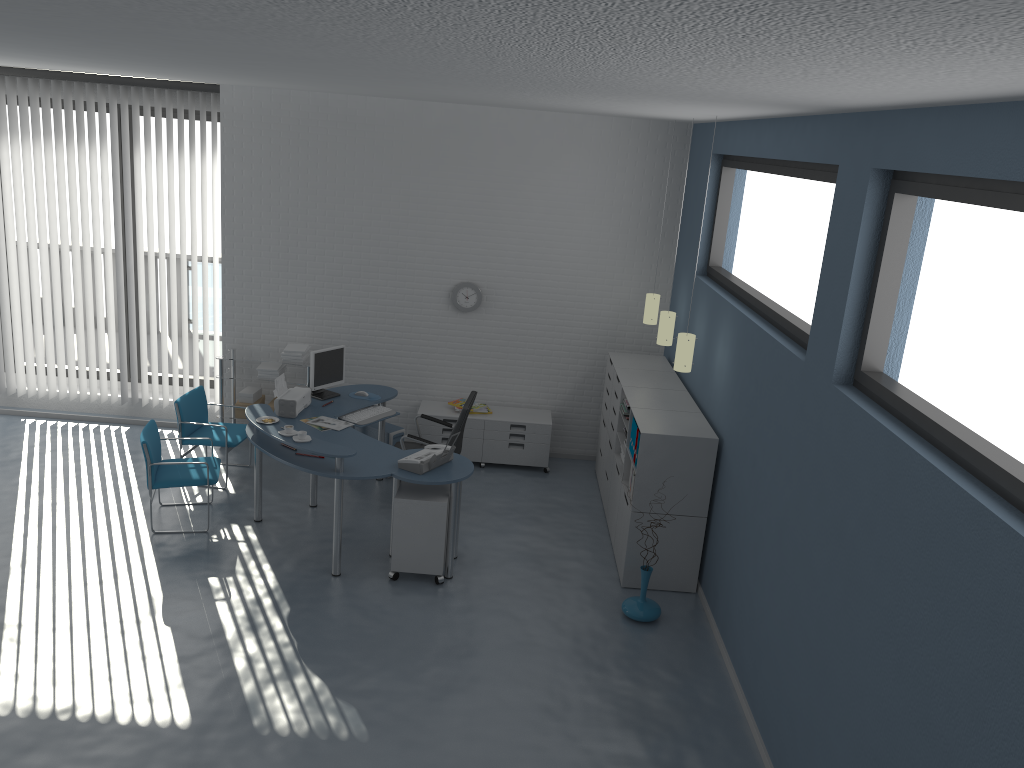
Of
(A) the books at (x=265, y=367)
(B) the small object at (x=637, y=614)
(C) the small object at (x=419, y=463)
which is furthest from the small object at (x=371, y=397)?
(B) the small object at (x=637, y=614)

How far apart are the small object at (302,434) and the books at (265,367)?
2.39m

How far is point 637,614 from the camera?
5.7 meters

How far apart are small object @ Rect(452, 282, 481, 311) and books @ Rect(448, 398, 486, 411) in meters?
0.9

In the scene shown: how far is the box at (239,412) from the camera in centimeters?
808cm

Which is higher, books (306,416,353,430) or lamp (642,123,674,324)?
lamp (642,123,674,324)

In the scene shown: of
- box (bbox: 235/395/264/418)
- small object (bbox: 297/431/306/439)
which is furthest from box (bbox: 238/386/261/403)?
small object (bbox: 297/431/306/439)

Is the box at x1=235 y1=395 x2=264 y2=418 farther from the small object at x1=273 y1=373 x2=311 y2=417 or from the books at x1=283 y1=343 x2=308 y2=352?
the small object at x1=273 y1=373 x2=311 y2=417

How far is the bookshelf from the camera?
5.9m

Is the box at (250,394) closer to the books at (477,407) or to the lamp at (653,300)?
the books at (477,407)
